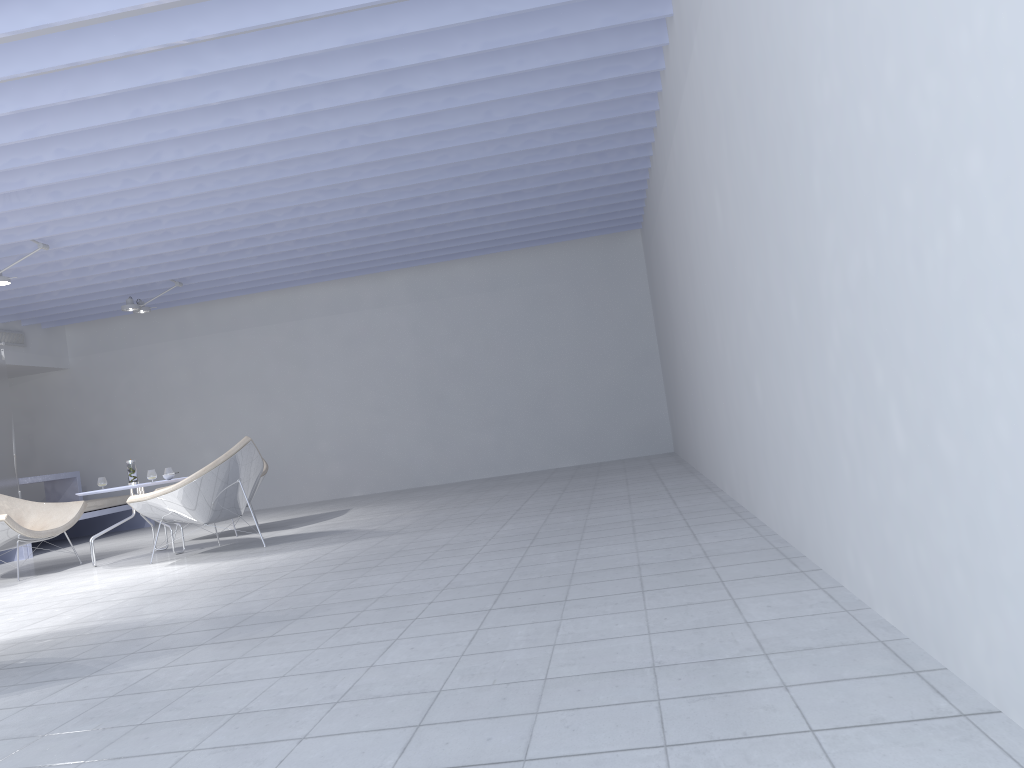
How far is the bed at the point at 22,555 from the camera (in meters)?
7.95

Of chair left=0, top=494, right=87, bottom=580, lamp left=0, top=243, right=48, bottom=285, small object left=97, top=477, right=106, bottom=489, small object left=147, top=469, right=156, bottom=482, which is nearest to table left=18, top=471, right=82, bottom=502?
chair left=0, top=494, right=87, bottom=580

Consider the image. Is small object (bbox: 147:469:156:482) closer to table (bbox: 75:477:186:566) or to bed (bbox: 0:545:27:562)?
table (bbox: 75:477:186:566)

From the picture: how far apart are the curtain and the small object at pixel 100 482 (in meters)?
2.03

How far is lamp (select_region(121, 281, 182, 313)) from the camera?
8.7 meters

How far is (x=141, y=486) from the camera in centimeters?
619cm

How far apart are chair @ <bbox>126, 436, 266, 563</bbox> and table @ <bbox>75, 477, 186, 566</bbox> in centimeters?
31cm

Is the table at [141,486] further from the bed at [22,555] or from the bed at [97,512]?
the bed at [97,512]

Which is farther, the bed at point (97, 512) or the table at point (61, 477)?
the table at point (61, 477)

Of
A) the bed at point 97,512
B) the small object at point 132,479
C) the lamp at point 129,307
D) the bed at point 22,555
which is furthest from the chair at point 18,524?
the lamp at point 129,307
